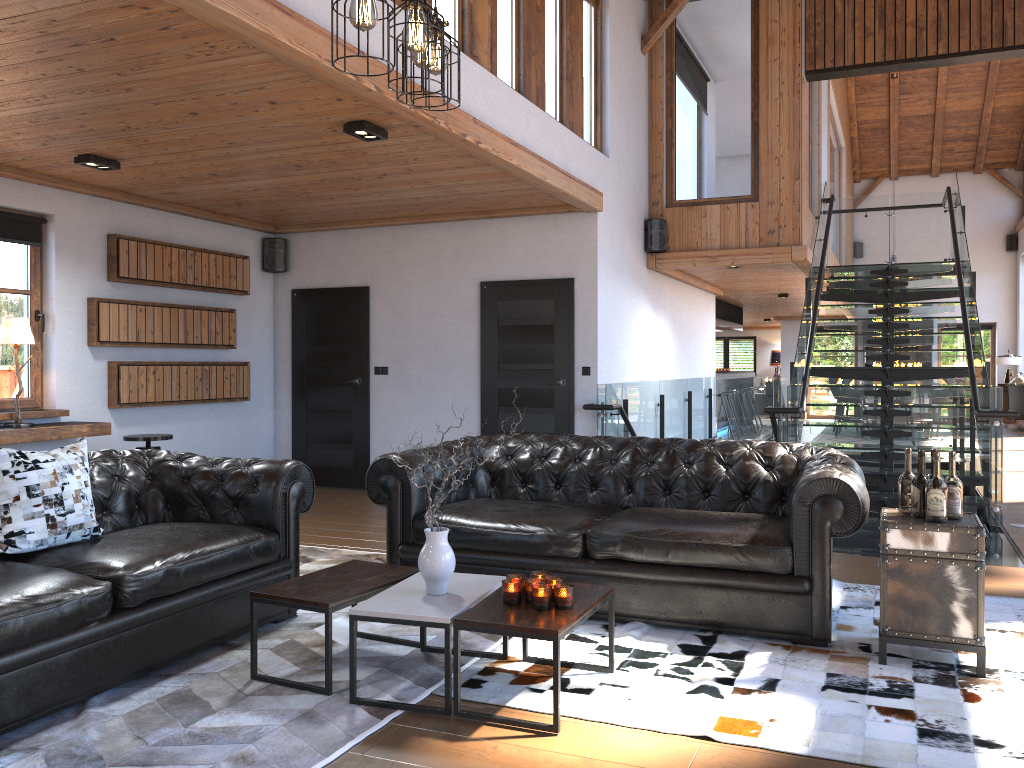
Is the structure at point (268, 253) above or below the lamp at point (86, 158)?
below

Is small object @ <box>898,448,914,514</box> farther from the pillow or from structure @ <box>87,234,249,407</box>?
structure @ <box>87,234,249,407</box>

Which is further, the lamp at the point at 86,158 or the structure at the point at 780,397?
the structure at the point at 780,397

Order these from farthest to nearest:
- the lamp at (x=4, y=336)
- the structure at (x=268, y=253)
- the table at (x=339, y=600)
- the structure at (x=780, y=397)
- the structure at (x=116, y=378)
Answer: the structure at (x=268, y=253), the structure at (x=116, y=378), the structure at (x=780, y=397), the lamp at (x=4, y=336), the table at (x=339, y=600)

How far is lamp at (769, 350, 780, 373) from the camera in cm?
2519

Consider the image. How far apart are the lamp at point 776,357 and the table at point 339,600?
22.7m

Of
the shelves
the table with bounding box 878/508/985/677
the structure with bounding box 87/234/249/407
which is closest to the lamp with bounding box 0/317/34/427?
the shelves

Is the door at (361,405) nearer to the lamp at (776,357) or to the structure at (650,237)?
the structure at (650,237)

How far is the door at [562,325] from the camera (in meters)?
8.09

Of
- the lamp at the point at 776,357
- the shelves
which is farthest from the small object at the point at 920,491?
the lamp at the point at 776,357
